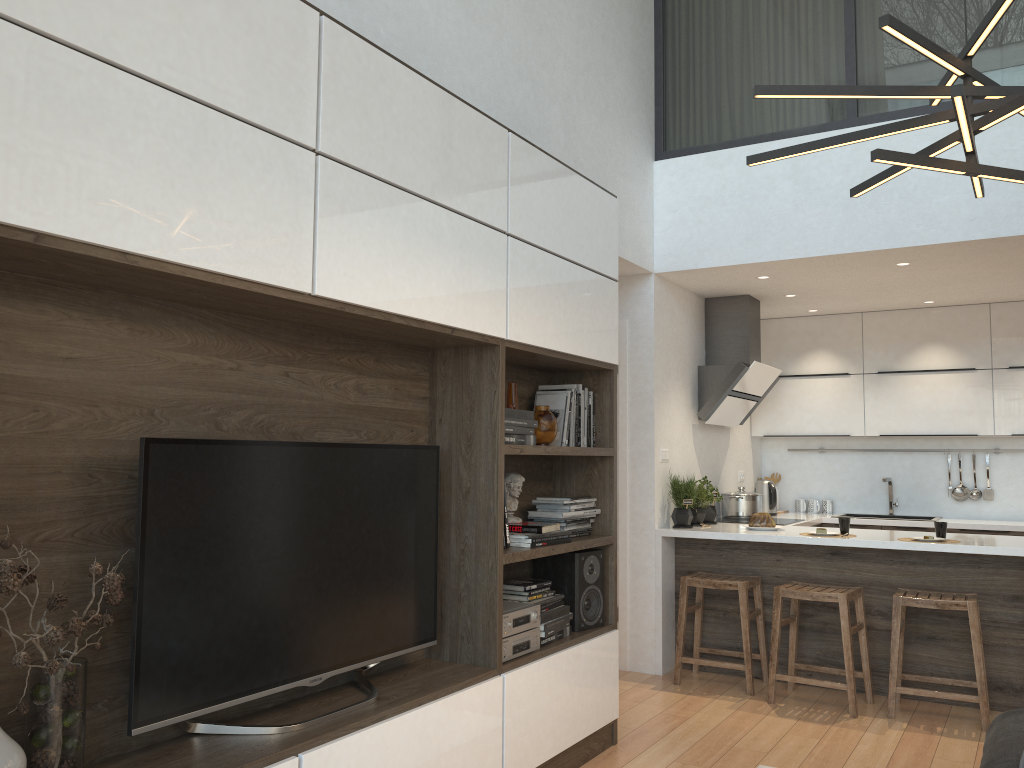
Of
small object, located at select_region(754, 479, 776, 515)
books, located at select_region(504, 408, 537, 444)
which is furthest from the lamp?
small object, located at select_region(754, 479, 776, 515)

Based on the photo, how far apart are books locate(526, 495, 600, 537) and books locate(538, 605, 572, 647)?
0.3 meters

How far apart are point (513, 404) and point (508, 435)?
0.38m

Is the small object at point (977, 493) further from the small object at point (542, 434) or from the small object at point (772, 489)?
the small object at point (542, 434)

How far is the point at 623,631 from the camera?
5.34m

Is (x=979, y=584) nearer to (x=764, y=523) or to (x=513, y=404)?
(x=764, y=523)

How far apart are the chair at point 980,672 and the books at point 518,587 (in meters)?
1.93

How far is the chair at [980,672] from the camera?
4.2 meters

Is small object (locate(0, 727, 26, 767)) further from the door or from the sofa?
the door

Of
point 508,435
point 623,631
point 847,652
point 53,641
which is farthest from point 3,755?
point 623,631
